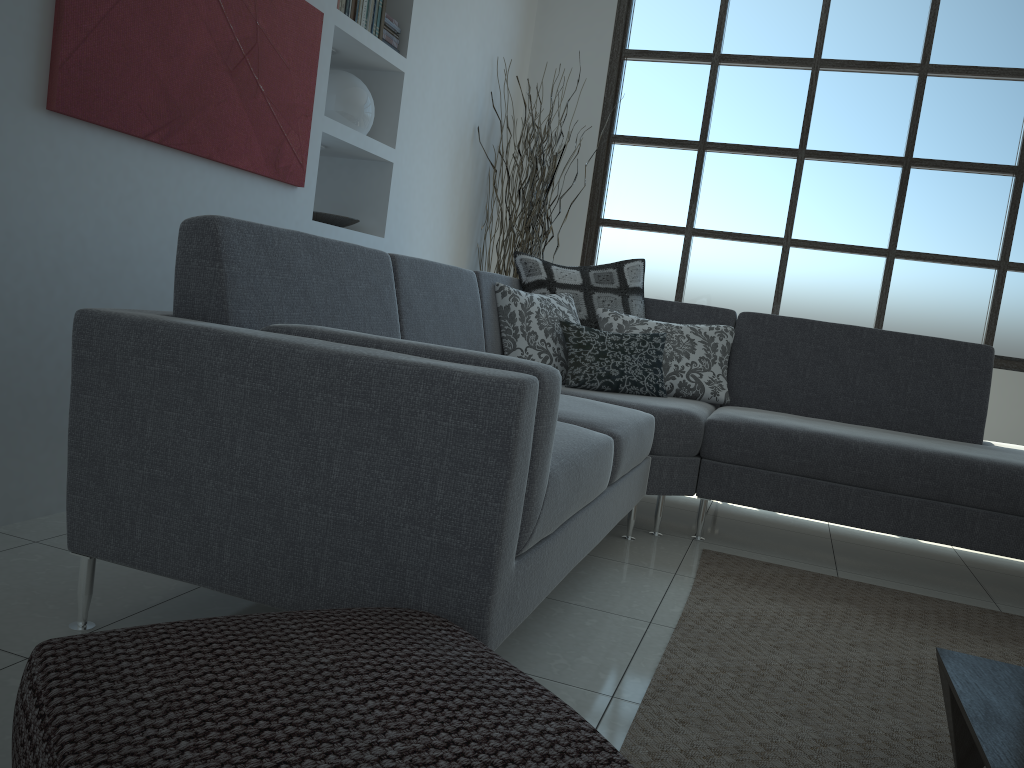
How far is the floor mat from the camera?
1.7 meters

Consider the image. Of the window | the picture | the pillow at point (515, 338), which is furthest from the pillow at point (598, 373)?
the window

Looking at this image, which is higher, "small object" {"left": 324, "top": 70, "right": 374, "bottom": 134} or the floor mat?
"small object" {"left": 324, "top": 70, "right": 374, "bottom": 134}

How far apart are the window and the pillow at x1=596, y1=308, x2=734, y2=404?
1.7m

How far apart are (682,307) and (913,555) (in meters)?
1.39

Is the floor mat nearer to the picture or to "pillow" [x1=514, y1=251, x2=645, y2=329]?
"pillow" [x1=514, y1=251, x2=645, y2=329]

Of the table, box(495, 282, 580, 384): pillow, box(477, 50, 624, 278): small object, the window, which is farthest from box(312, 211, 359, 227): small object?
the table

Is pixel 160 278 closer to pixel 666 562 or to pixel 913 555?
pixel 666 562

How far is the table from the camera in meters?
1.3

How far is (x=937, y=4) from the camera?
5.0 meters
